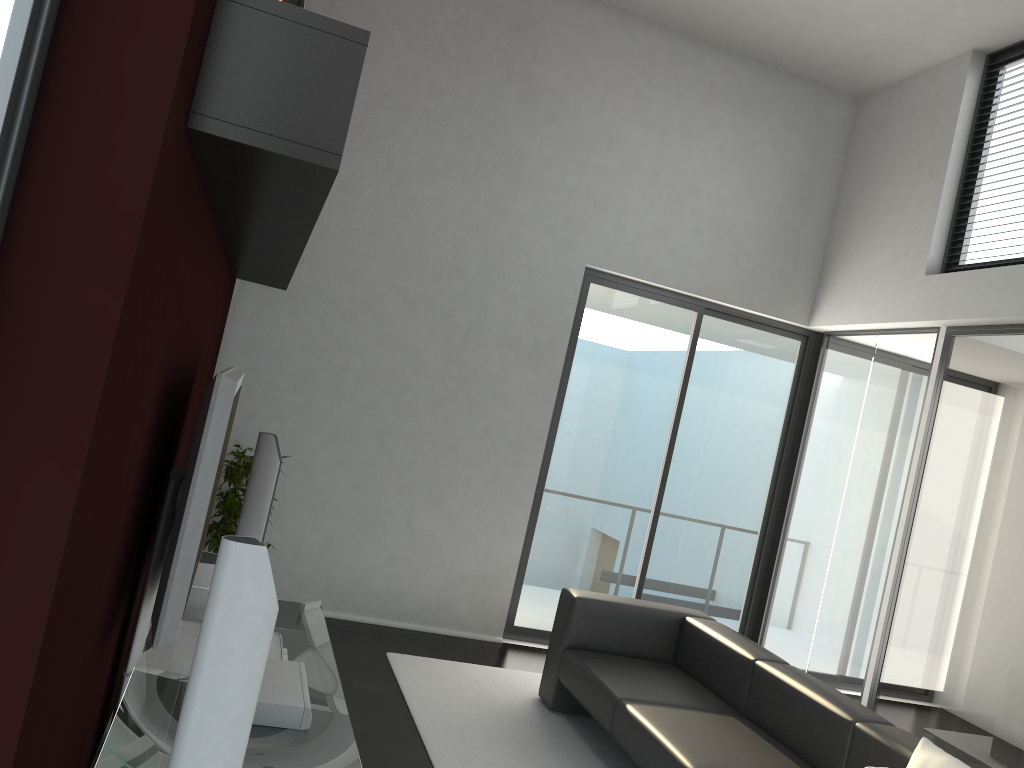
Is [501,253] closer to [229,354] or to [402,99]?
[402,99]

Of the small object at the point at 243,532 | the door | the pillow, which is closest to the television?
the small object at the point at 243,532

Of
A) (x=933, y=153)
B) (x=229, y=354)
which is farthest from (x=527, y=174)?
(x=933, y=153)

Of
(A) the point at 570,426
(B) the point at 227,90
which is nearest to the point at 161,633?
(B) the point at 227,90

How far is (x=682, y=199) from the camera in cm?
642

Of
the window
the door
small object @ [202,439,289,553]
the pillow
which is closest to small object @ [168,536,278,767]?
the window

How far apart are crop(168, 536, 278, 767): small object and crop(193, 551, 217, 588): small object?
2.5 meters

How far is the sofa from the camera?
3.64m

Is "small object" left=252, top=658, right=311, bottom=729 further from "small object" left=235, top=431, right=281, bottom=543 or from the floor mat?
"small object" left=235, top=431, right=281, bottom=543

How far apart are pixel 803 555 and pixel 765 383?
1.31m
